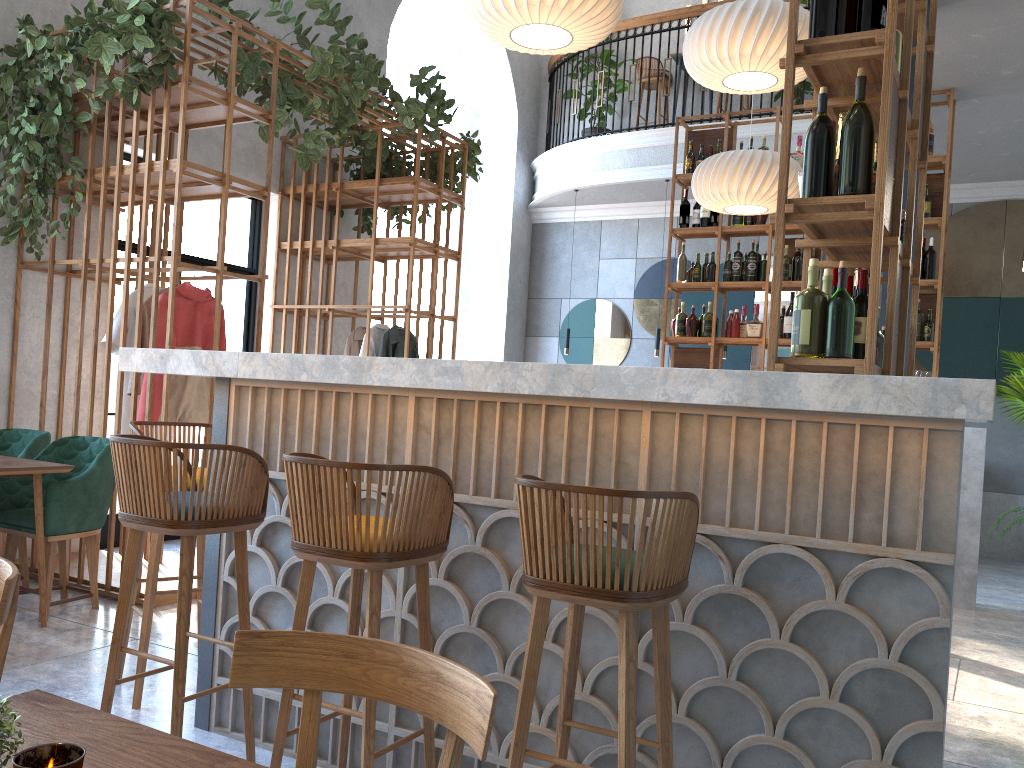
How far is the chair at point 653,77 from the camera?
9.7 meters

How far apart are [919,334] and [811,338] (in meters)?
4.29

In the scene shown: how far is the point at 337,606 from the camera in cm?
276

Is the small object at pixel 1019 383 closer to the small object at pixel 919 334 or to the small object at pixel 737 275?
the small object at pixel 919 334

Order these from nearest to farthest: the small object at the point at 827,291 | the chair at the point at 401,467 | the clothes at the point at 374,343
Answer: the chair at the point at 401,467, the small object at the point at 827,291, the clothes at the point at 374,343

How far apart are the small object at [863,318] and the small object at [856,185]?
0.5m

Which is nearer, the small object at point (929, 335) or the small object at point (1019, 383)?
the small object at point (929, 335)

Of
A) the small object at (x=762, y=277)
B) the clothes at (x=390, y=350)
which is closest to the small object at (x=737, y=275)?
the small object at (x=762, y=277)

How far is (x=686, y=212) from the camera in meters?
7.0

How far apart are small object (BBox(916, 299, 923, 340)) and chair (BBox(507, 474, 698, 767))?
4.9 meters
